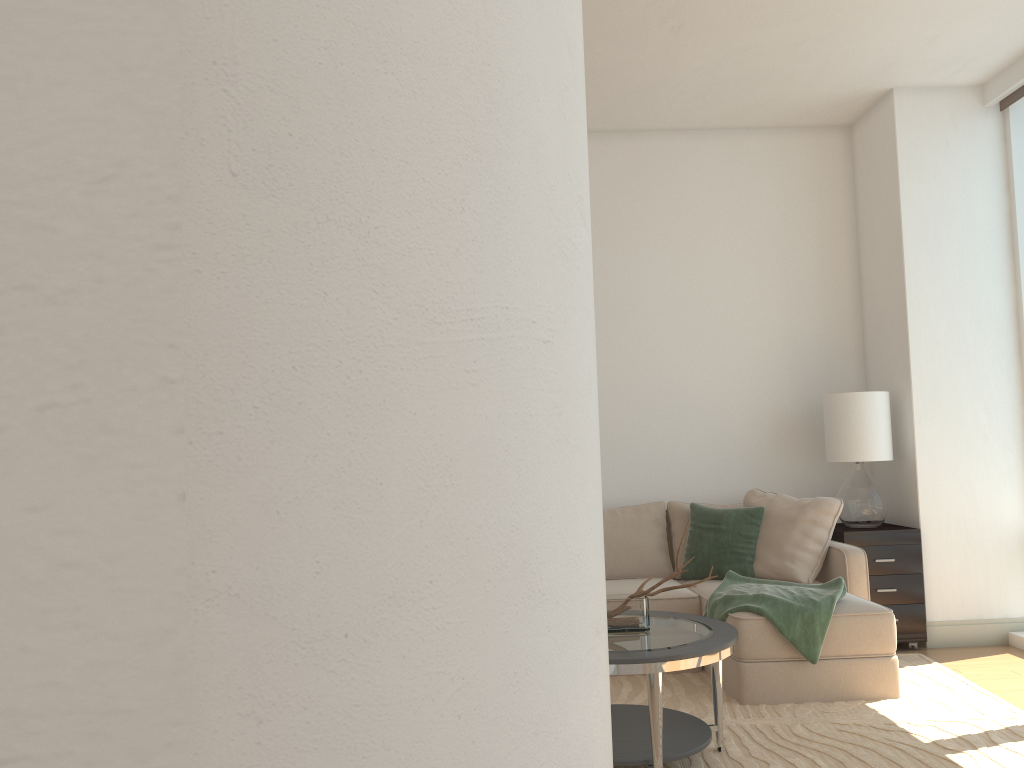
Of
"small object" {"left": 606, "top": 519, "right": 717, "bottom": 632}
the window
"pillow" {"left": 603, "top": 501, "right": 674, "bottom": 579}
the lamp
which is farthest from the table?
the window

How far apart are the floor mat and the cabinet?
0.15m

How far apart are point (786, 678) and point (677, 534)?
1.47m

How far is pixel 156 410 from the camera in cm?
99

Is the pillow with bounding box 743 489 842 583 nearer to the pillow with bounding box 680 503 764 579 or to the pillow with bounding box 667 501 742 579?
the pillow with bounding box 680 503 764 579

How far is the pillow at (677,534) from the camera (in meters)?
5.54

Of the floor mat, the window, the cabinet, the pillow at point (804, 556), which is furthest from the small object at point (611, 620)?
the window

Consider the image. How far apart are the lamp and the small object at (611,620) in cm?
235

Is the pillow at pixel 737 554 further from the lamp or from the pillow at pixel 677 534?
the lamp

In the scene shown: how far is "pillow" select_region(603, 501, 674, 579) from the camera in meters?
5.4
